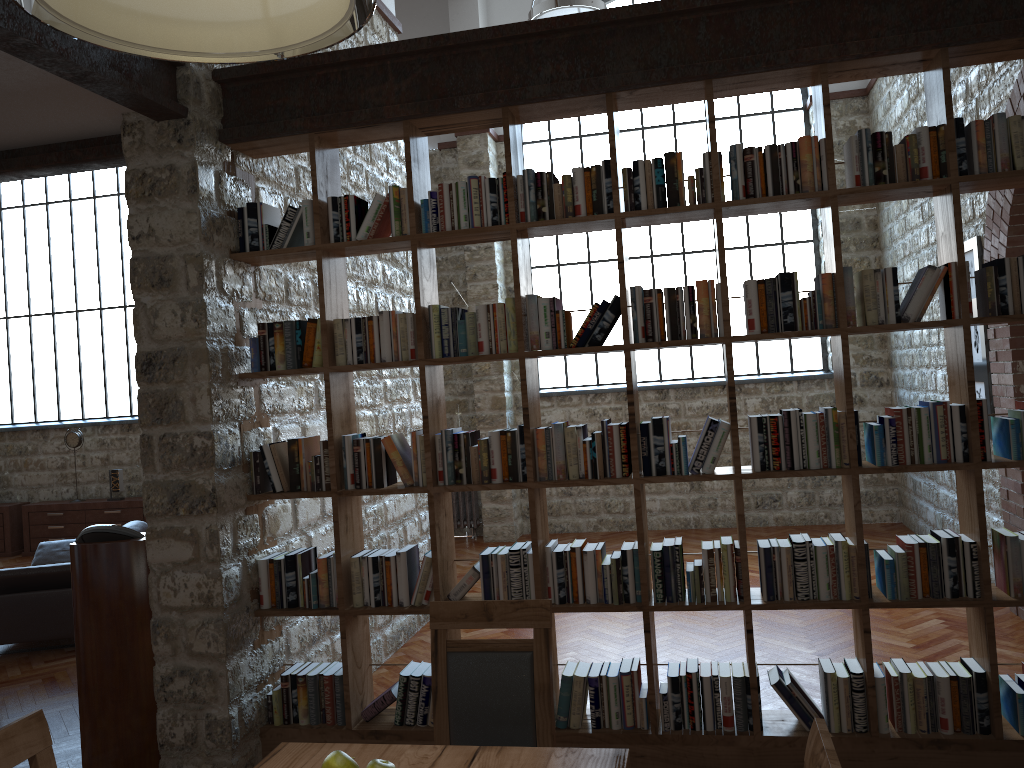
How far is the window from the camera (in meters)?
9.40

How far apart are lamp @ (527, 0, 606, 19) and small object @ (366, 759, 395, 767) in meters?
5.1 m

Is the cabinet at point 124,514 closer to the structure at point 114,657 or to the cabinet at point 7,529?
the cabinet at point 7,529

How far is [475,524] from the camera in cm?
962

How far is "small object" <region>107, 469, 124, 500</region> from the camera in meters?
10.3

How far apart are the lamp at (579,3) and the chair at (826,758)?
5.09m

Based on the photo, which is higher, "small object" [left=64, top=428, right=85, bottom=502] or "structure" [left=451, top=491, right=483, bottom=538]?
"small object" [left=64, top=428, right=85, bottom=502]

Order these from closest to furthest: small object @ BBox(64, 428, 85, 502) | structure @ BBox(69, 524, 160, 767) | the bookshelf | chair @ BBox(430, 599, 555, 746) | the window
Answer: chair @ BBox(430, 599, 555, 746)
the bookshelf
structure @ BBox(69, 524, 160, 767)
the window
small object @ BBox(64, 428, 85, 502)

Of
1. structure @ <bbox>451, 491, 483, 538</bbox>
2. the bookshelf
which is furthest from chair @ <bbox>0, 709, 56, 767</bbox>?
structure @ <bbox>451, 491, 483, 538</bbox>

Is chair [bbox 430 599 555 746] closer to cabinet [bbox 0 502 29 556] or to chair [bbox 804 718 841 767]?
chair [bbox 804 718 841 767]
